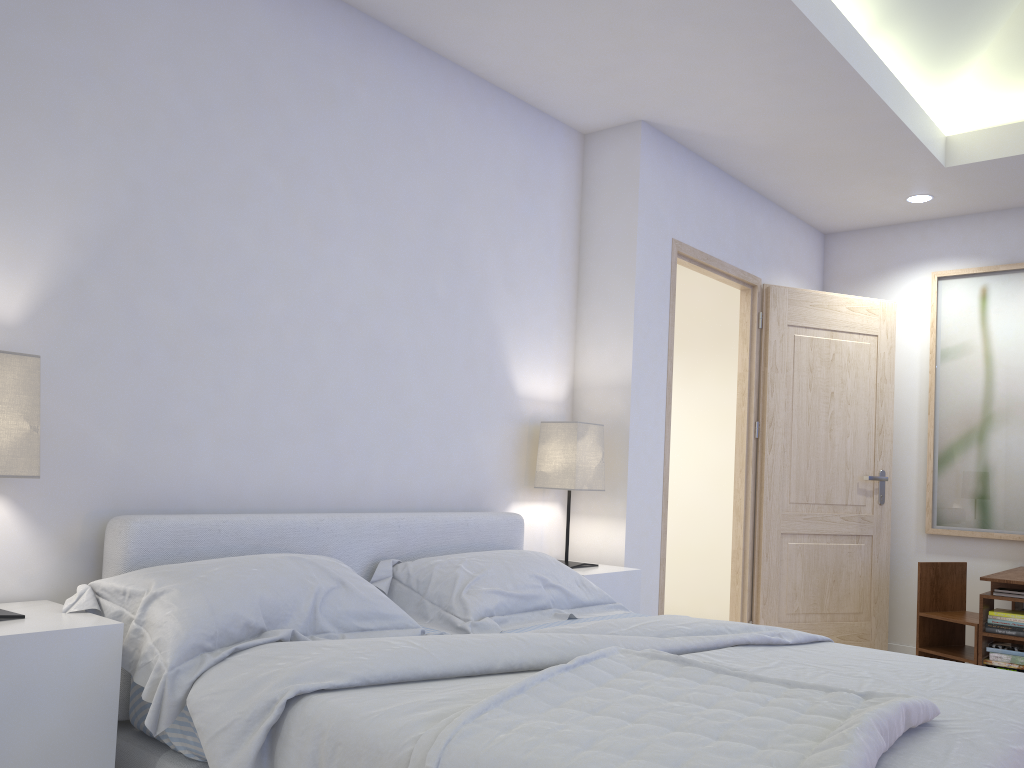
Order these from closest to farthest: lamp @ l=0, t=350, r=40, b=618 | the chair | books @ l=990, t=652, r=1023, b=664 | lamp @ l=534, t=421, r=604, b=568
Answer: lamp @ l=0, t=350, r=40, b=618, lamp @ l=534, t=421, r=604, b=568, books @ l=990, t=652, r=1023, b=664, the chair

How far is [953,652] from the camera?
4.3 meters

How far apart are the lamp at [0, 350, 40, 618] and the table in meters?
3.7

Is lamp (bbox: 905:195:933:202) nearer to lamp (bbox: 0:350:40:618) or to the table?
the table

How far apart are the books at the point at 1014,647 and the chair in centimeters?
26cm

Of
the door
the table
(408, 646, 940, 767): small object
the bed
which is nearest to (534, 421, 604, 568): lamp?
the bed

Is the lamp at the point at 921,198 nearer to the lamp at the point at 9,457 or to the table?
the table

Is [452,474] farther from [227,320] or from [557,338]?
[227,320]

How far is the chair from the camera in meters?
4.3

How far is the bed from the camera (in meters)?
1.68
